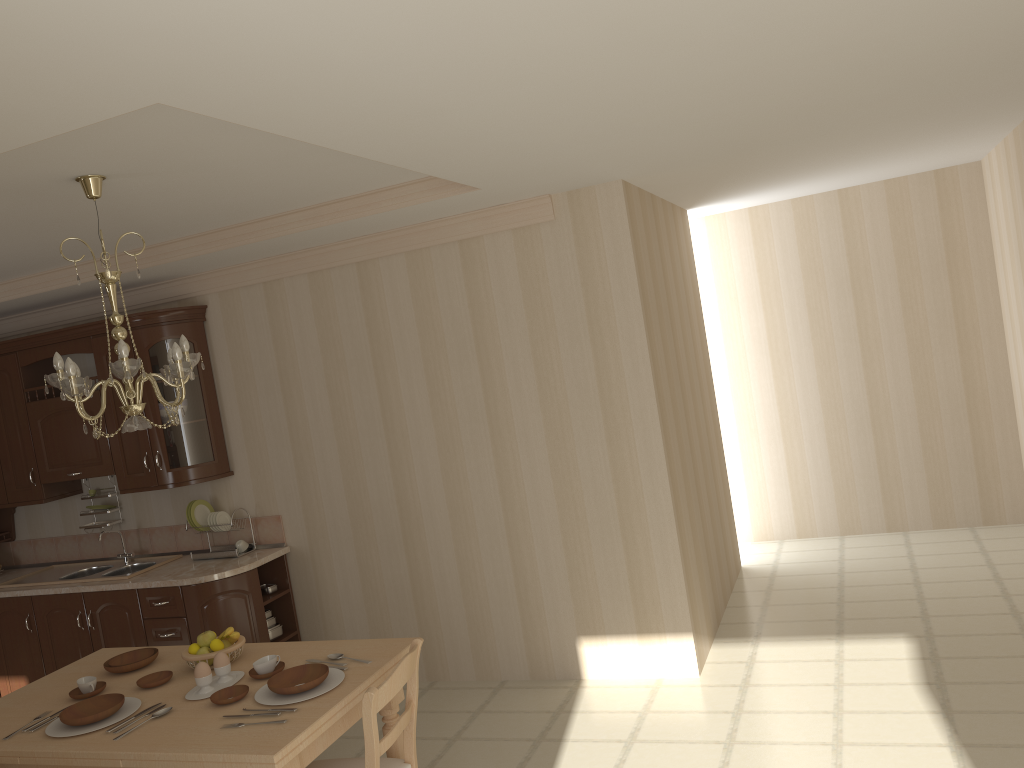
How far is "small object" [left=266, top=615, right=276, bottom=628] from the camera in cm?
510

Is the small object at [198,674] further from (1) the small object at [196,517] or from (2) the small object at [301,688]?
(1) the small object at [196,517]

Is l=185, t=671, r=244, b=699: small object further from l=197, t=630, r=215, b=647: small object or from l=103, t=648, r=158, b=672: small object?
l=103, t=648, r=158, b=672: small object

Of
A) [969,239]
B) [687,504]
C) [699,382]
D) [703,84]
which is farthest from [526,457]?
[969,239]

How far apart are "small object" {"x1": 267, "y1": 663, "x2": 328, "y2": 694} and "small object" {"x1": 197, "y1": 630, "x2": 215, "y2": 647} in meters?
0.5

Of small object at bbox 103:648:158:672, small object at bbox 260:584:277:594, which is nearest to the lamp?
small object at bbox 103:648:158:672

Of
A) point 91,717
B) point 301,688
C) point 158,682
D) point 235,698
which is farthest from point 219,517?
point 301,688

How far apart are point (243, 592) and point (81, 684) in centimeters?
162cm

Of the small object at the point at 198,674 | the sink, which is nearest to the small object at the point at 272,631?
the sink

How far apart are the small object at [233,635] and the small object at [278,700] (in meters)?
0.40
